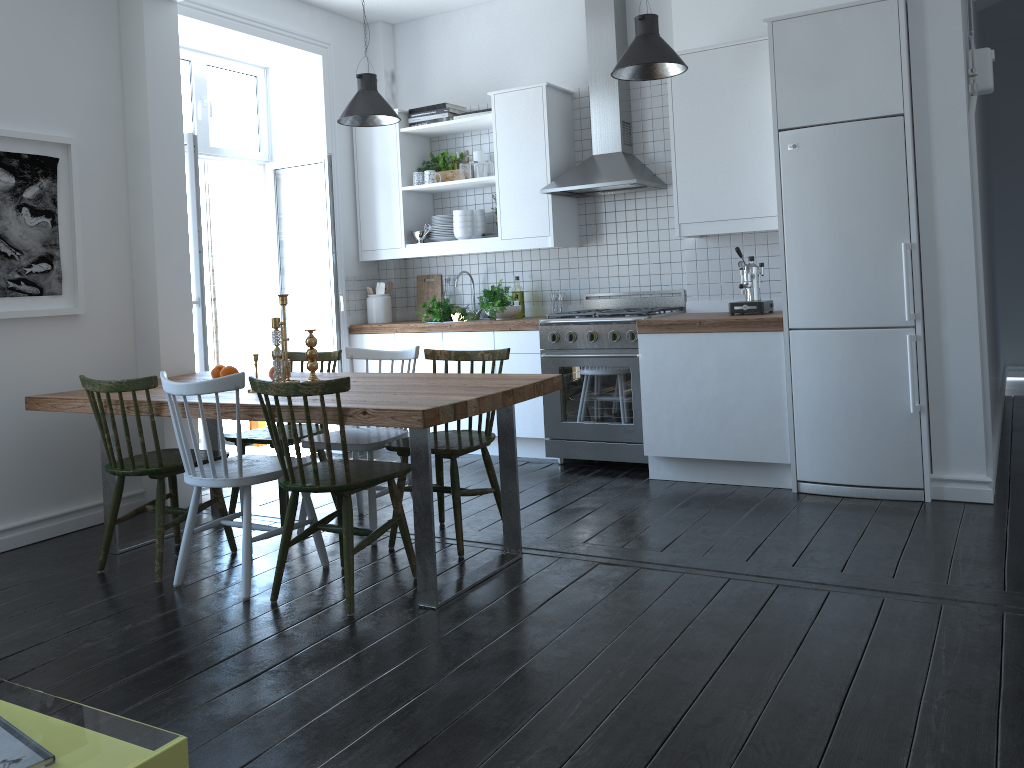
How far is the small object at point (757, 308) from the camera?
4.7m

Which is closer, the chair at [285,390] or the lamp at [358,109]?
the chair at [285,390]

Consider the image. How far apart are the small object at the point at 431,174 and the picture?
2.28m

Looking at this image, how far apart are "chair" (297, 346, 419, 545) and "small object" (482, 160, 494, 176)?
1.87m

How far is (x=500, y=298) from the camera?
5.7 meters

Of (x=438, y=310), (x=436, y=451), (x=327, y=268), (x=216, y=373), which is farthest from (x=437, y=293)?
(x=436, y=451)

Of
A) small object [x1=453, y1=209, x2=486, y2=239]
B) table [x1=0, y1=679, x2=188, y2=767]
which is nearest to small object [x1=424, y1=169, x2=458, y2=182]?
small object [x1=453, y1=209, x2=486, y2=239]

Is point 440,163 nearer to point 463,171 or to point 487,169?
point 463,171

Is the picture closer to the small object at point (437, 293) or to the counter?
the counter

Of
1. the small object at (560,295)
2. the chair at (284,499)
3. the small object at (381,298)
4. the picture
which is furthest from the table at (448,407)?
the small object at (560,295)
